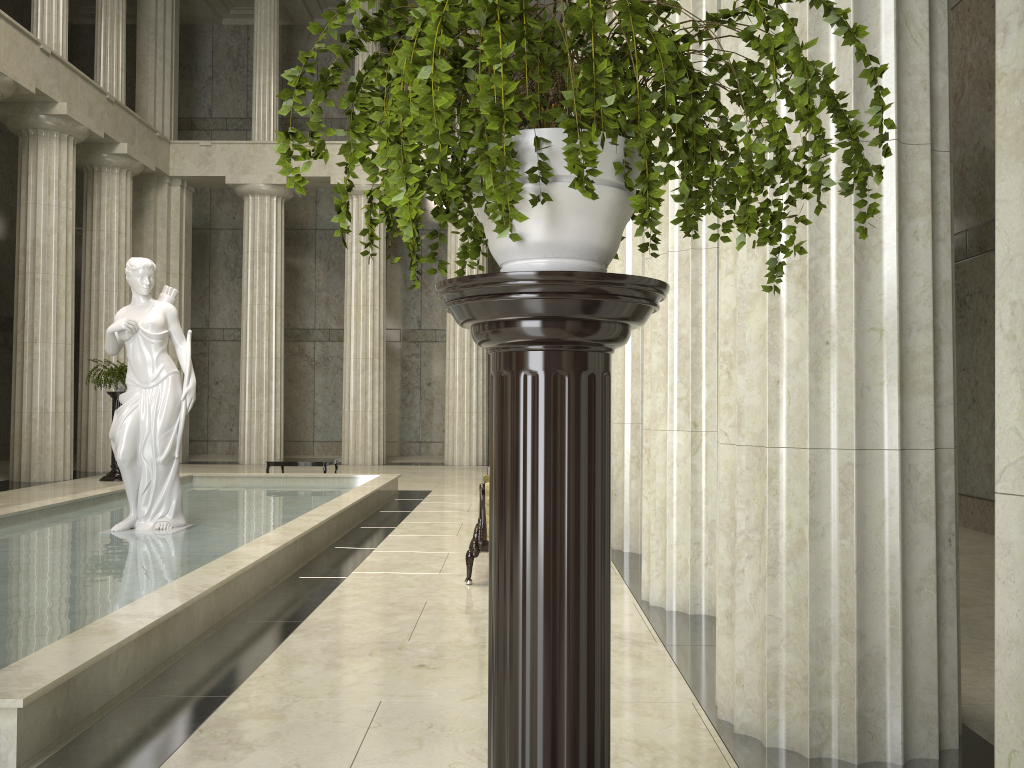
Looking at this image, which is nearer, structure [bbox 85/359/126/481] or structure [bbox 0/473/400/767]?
structure [bbox 0/473/400/767]

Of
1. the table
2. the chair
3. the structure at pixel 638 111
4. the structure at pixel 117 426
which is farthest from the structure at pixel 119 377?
the structure at pixel 638 111

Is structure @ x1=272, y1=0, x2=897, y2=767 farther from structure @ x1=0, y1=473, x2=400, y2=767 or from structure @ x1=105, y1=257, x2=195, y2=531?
structure @ x1=105, y1=257, x2=195, y2=531

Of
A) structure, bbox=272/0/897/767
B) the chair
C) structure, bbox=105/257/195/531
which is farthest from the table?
structure, bbox=272/0/897/767

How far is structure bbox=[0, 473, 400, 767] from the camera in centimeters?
395cm

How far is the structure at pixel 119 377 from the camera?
16.94m

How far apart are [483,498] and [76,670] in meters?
3.8

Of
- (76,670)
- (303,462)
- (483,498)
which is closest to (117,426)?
(483,498)

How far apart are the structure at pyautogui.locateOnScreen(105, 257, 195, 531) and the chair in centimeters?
369cm

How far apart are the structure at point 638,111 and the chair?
5.30m
